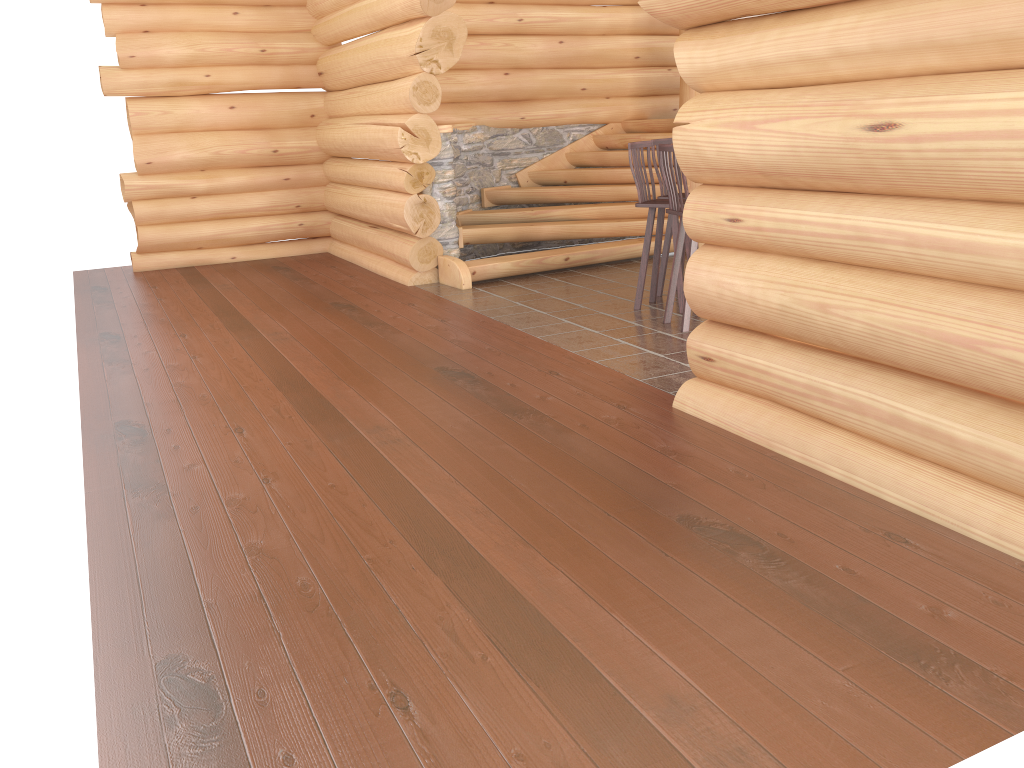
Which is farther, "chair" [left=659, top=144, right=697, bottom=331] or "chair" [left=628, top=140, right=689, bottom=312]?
"chair" [left=628, top=140, right=689, bottom=312]

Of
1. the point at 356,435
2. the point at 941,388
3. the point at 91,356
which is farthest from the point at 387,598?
the point at 91,356

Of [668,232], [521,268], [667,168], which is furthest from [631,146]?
[521,268]

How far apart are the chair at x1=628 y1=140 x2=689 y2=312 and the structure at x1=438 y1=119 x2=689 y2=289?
1.8m

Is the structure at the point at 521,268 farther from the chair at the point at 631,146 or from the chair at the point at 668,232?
the chair at the point at 631,146

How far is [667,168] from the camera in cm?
627

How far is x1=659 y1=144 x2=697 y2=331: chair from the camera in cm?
627

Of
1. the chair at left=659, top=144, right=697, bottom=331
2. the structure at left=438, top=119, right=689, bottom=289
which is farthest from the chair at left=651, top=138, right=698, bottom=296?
the structure at left=438, top=119, right=689, bottom=289

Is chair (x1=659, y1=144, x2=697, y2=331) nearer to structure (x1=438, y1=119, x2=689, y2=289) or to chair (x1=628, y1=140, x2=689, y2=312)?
chair (x1=628, y1=140, x2=689, y2=312)

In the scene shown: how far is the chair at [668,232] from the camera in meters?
7.5
